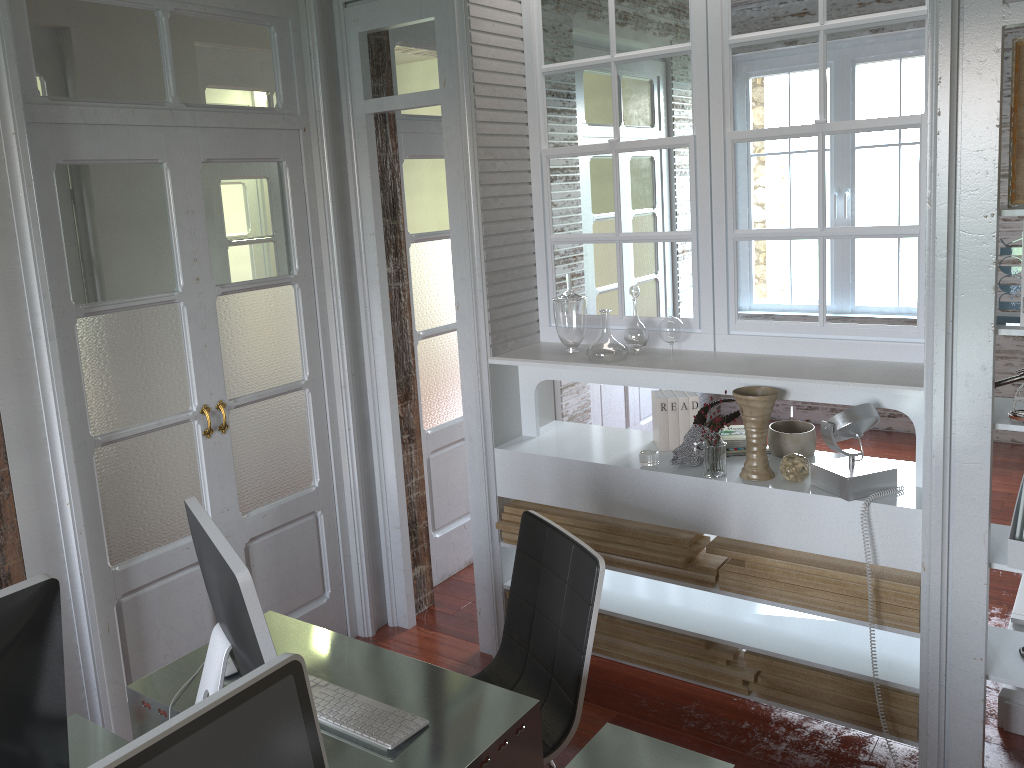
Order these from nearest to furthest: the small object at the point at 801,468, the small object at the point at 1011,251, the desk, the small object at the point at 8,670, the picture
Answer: the small object at the point at 8,670
the desk
the picture
the small object at the point at 1011,251
the small object at the point at 801,468

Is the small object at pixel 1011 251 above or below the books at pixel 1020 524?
above

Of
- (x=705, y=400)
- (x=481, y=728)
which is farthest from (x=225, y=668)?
(x=705, y=400)

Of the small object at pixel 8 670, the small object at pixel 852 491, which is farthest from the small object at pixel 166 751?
the small object at pixel 852 491

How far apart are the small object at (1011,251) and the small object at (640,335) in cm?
110

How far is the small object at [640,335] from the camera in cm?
310

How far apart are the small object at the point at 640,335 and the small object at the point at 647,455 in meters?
0.4 m

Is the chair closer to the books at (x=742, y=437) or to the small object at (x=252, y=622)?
the small object at (x=252, y=622)

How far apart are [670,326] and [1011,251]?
1.06m

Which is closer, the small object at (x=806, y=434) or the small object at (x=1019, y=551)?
the small object at (x=1019, y=551)
